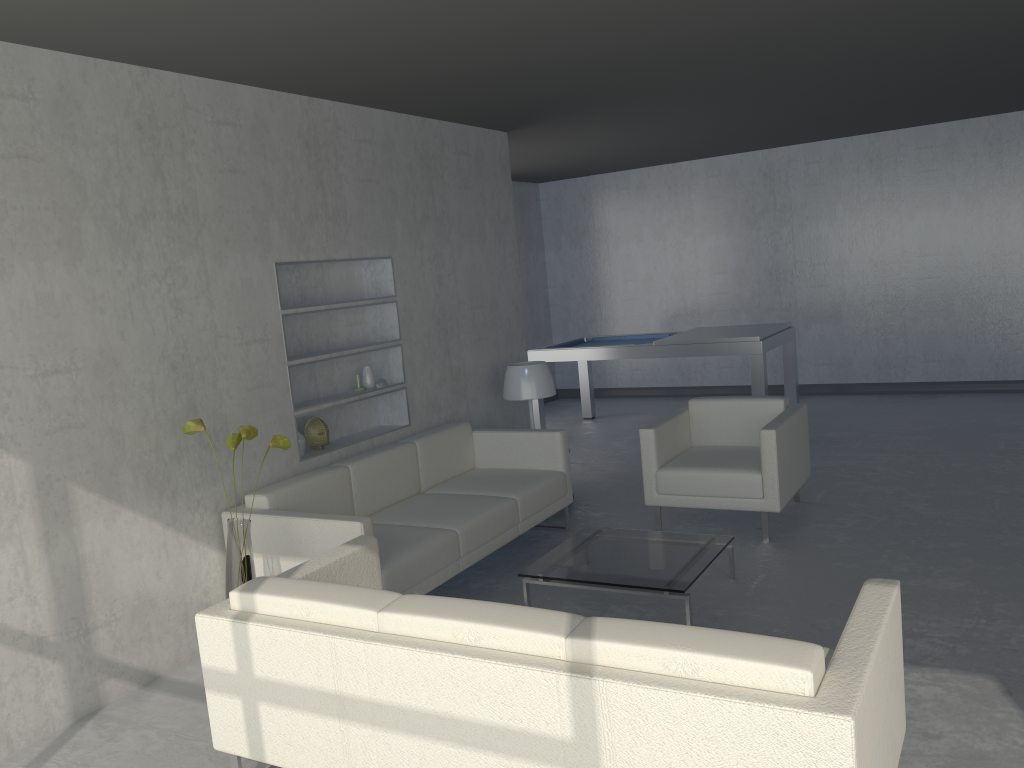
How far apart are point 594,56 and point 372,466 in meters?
2.3

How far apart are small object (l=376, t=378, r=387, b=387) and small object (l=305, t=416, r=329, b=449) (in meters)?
0.50

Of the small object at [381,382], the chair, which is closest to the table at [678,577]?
the chair

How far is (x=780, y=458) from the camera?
4.6m

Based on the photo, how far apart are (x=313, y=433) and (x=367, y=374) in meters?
0.6

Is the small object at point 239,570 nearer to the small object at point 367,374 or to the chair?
the small object at point 367,374

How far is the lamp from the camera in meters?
5.6 m

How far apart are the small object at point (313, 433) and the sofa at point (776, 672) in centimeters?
144cm

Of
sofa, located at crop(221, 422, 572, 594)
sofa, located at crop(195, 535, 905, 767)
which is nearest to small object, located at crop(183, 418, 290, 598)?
sofa, located at crop(221, 422, 572, 594)

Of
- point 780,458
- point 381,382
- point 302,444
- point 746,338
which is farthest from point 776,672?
point 746,338
